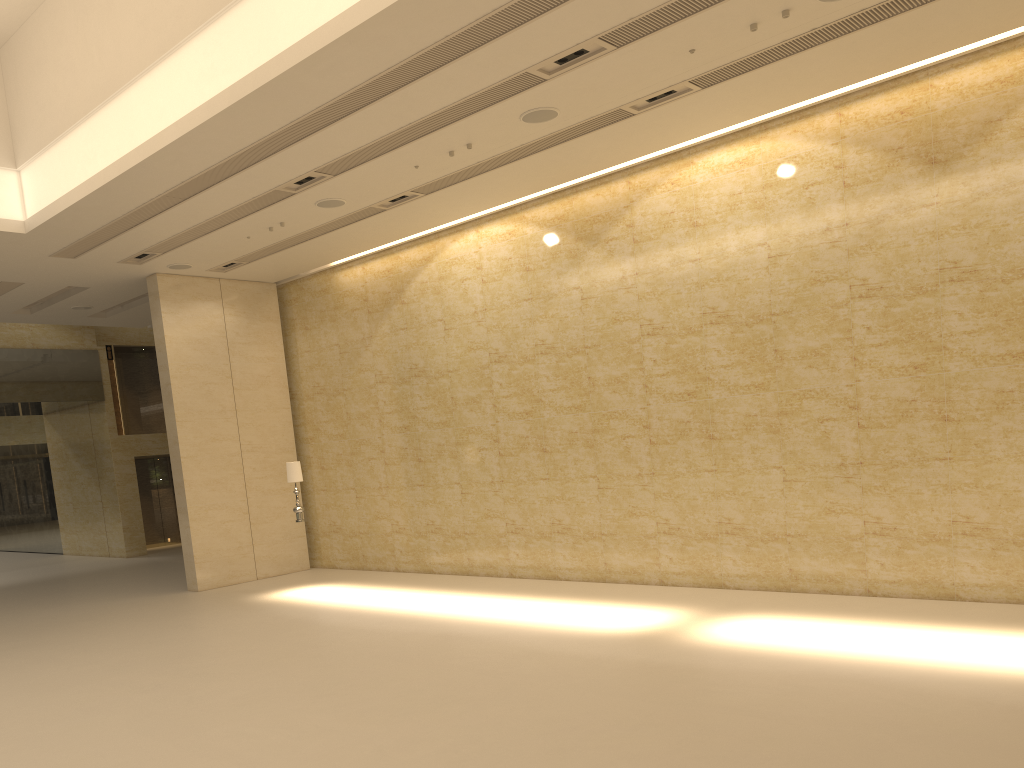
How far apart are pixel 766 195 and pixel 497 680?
7.3m

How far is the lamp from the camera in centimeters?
1437cm

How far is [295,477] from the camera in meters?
14.4 m

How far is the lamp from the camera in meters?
14.4
